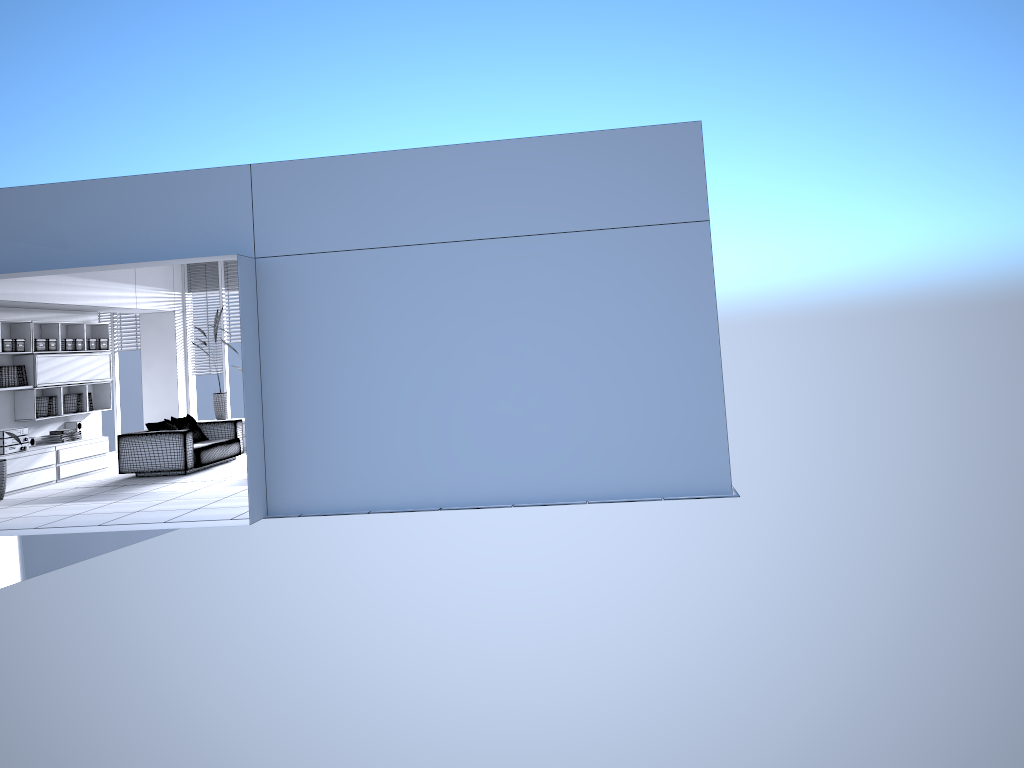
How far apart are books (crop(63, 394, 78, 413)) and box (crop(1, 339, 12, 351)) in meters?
1.5

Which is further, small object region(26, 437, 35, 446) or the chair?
small object region(26, 437, 35, 446)

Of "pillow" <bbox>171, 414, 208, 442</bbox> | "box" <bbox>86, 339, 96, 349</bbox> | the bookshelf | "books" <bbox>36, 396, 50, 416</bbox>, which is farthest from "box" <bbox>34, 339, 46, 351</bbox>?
"pillow" <bbox>171, 414, 208, 442</bbox>

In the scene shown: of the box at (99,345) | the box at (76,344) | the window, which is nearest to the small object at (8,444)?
the box at (76,344)

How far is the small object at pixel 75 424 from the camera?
12.1 meters

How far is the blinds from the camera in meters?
14.6 m

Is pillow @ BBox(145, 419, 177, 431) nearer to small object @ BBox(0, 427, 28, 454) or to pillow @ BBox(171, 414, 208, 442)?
pillow @ BBox(171, 414, 208, 442)

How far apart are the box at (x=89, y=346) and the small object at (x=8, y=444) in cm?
194

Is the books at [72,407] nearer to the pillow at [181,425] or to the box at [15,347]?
the box at [15,347]

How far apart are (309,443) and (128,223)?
2.52m
